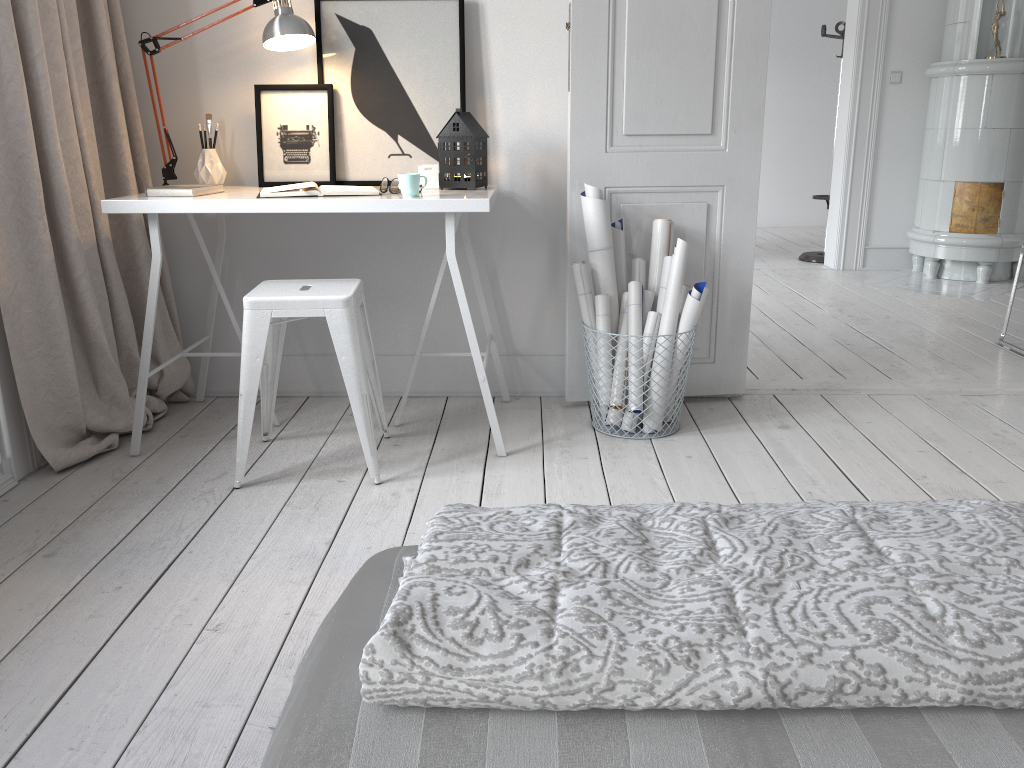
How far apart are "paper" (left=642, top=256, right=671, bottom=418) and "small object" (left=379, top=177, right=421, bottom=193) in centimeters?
90cm

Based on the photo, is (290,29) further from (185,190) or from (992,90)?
(992,90)

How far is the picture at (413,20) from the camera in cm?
292

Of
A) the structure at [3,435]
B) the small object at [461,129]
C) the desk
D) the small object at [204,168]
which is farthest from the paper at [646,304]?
the structure at [3,435]

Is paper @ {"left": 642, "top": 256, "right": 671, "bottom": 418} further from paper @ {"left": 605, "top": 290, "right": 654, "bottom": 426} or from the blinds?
the blinds

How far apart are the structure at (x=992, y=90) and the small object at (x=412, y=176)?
4.3m

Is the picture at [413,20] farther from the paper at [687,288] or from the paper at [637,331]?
the paper at [687,288]

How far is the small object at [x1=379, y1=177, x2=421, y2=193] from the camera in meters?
2.6 m

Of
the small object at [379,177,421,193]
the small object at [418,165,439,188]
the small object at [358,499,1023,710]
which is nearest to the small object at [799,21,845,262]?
the small object at [418,165,439,188]

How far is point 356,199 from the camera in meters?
2.5 m
